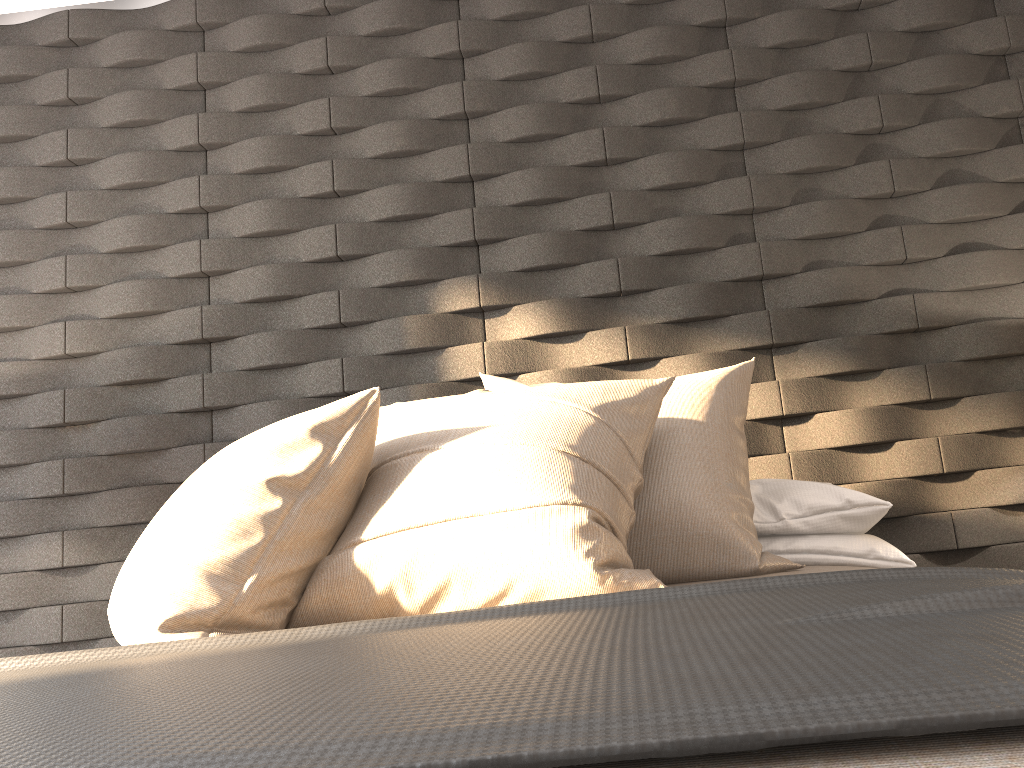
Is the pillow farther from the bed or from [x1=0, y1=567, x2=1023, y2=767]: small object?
[x1=0, y1=567, x2=1023, y2=767]: small object

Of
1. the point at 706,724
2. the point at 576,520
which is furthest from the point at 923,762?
the point at 576,520

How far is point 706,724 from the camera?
0.45m

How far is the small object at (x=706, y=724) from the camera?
0.5 meters

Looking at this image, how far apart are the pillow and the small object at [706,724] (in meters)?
0.15

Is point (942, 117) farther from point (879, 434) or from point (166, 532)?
point (166, 532)

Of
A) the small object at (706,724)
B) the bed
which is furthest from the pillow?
the small object at (706,724)

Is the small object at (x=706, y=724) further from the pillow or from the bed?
the pillow

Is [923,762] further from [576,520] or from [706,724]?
[576,520]

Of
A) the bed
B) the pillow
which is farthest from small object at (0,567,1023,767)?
the pillow
